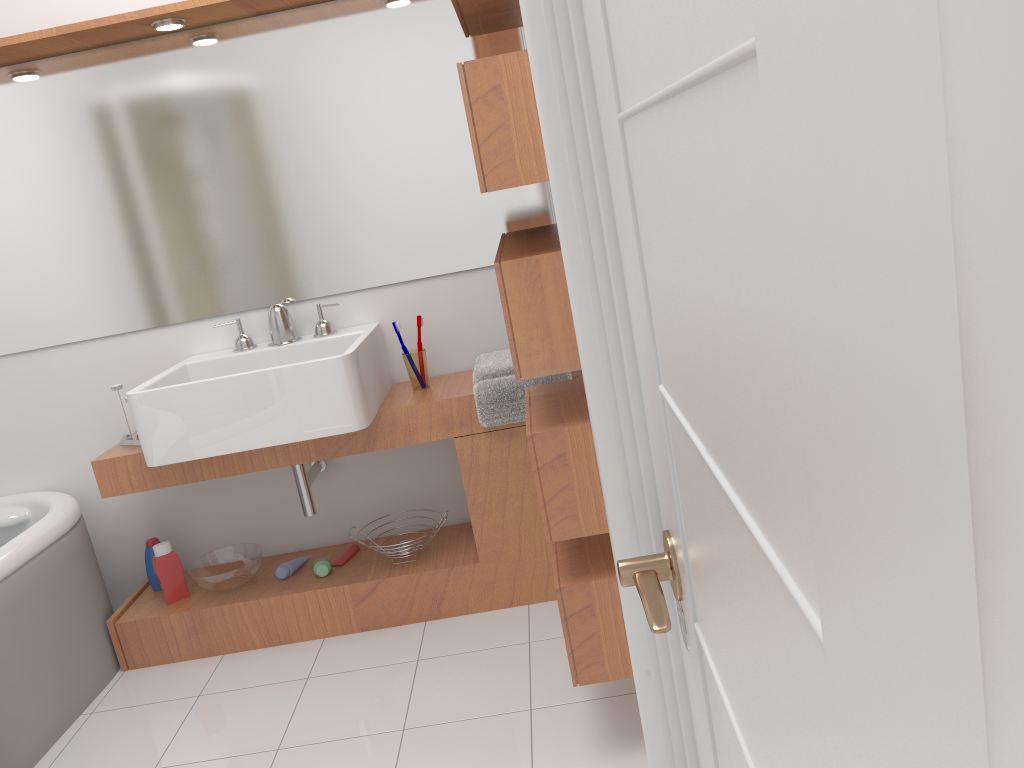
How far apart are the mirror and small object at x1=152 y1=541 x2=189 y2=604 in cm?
73

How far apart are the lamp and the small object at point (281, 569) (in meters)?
1.70

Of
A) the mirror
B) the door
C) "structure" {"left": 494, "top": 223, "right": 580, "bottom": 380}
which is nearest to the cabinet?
the mirror

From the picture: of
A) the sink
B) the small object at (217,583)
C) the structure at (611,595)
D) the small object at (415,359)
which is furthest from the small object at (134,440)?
the structure at (611,595)

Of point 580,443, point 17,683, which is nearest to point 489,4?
point 580,443

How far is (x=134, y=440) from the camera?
2.83m

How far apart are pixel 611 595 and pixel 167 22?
2.0 meters

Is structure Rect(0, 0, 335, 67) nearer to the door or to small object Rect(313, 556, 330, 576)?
small object Rect(313, 556, 330, 576)

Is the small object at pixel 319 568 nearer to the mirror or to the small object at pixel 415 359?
the small object at pixel 415 359

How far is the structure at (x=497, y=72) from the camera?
1.67m
